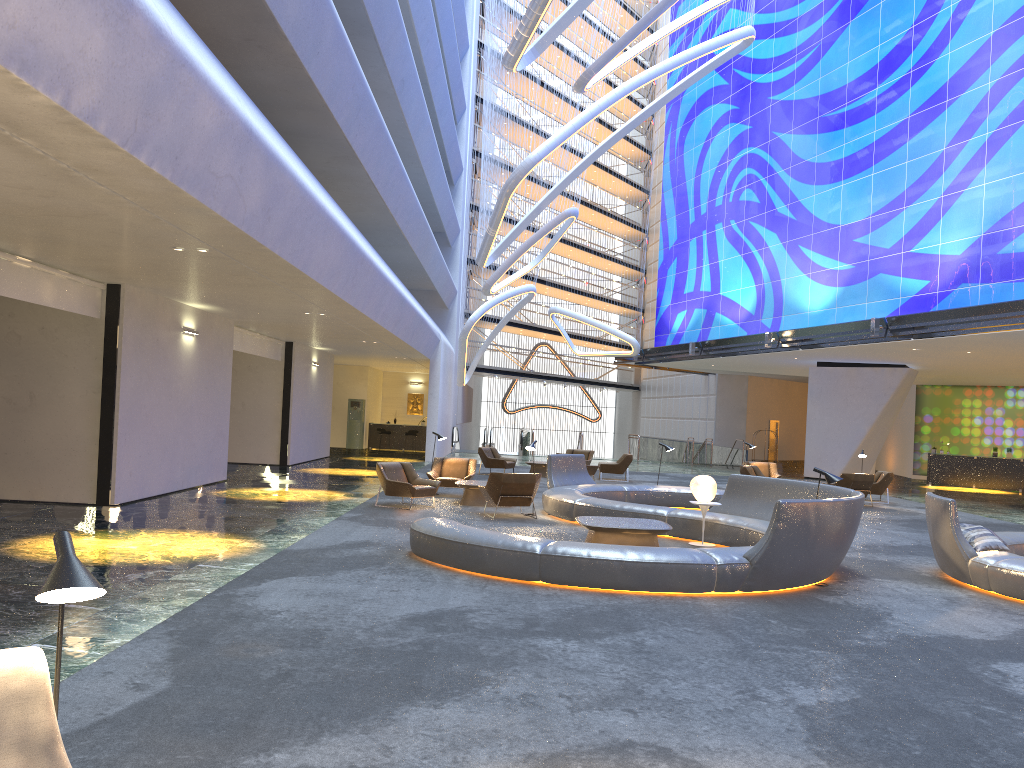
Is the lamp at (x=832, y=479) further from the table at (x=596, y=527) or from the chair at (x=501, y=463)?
the chair at (x=501, y=463)

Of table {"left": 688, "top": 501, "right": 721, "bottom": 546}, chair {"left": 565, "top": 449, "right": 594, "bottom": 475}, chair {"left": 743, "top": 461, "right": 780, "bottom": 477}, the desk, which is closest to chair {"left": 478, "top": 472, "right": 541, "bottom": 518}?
table {"left": 688, "top": 501, "right": 721, "bottom": 546}

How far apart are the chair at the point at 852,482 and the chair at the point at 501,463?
8.7 meters

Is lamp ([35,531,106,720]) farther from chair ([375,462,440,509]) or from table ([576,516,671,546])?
chair ([375,462,440,509])

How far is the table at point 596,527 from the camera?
10.8 meters

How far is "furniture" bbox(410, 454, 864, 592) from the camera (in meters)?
8.65

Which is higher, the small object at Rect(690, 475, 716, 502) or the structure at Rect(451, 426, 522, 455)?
the small object at Rect(690, 475, 716, 502)

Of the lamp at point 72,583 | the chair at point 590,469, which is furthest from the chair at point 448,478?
the lamp at point 72,583

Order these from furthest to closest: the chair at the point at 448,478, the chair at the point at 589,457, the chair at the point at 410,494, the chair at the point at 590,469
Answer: the chair at the point at 589,457
the chair at the point at 590,469
the chair at the point at 448,478
the chair at the point at 410,494

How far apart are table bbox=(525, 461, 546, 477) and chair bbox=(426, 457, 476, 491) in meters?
6.6 m
